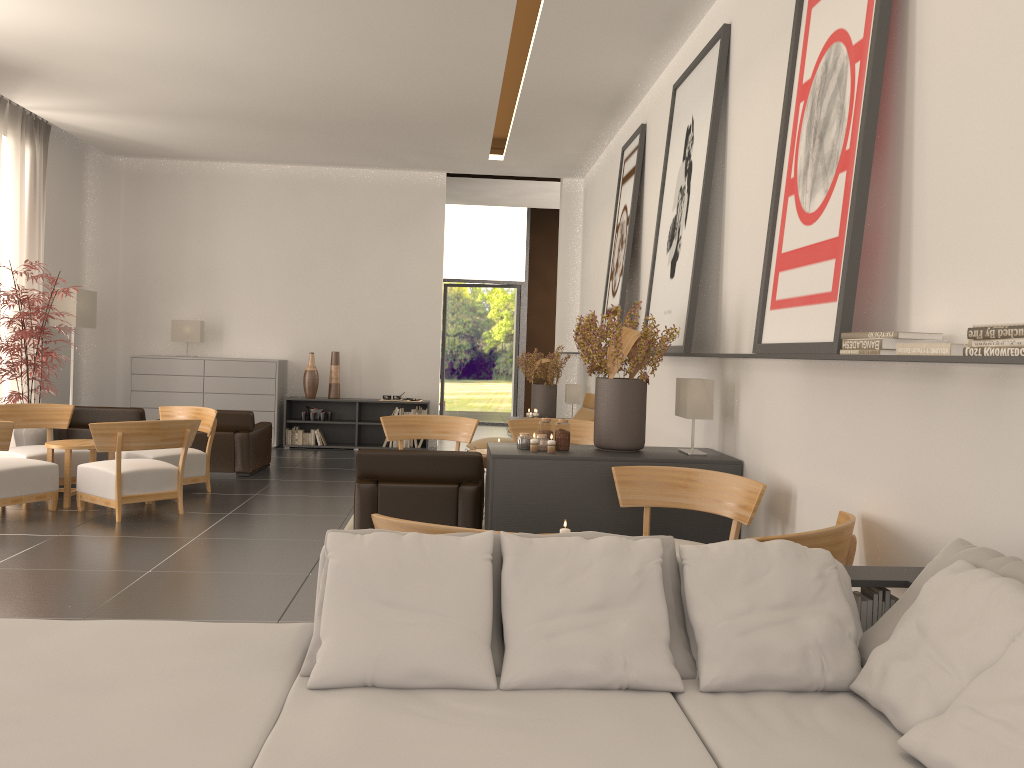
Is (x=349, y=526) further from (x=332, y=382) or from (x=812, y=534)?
(x=332, y=382)

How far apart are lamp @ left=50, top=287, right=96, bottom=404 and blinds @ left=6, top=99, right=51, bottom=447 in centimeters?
54cm

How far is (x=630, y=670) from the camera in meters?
3.8

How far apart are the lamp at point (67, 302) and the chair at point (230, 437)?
4.89m

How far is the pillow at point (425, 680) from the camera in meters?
3.8

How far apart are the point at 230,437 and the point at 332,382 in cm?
482

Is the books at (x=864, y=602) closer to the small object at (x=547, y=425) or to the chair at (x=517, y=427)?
the small object at (x=547, y=425)

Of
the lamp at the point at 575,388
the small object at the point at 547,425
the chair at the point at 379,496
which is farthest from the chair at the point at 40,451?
the lamp at the point at 575,388

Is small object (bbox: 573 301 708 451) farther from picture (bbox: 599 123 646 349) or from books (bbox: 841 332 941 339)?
picture (bbox: 599 123 646 349)

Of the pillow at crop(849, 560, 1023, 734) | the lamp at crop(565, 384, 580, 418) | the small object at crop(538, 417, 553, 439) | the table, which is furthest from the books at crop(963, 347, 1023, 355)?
the lamp at crop(565, 384, 580, 418)
